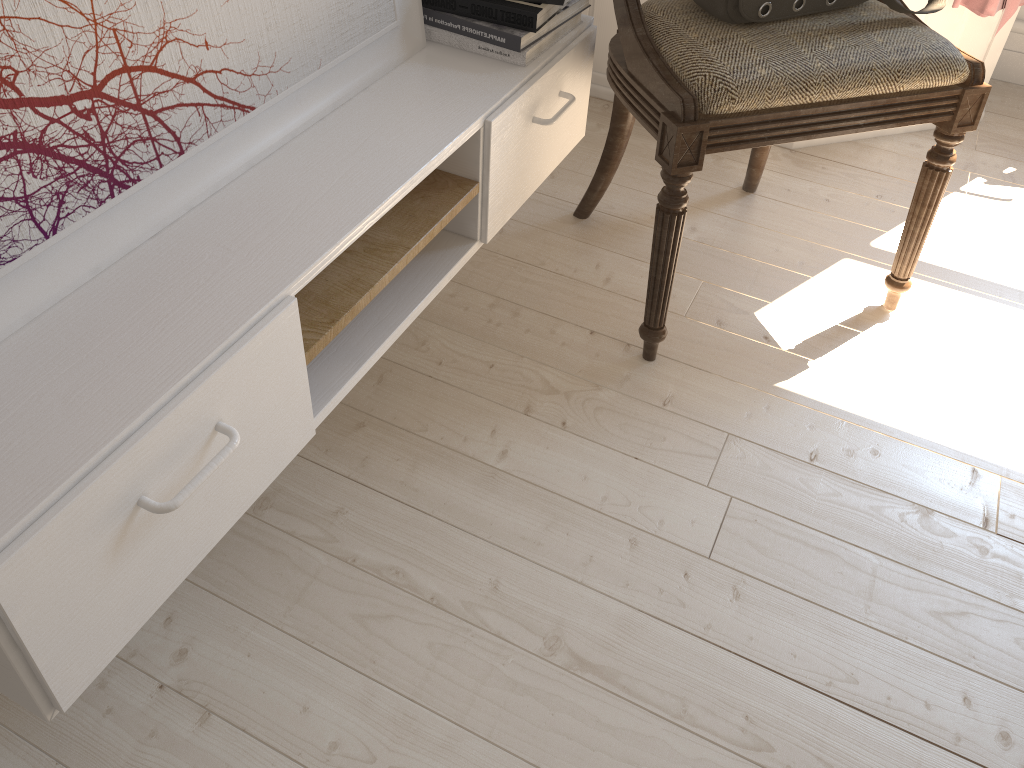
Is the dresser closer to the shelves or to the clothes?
the clothes

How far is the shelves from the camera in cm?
68

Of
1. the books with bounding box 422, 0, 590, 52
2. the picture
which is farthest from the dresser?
the picture

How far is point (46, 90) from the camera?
0.73m

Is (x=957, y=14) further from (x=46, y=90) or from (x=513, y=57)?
(x=46, y=90)

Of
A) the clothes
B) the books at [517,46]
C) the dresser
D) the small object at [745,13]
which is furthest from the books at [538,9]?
the clothes

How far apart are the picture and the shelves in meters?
0.0 m

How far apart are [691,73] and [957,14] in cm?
106

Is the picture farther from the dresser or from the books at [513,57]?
the dresser

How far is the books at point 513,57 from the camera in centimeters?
118cm
